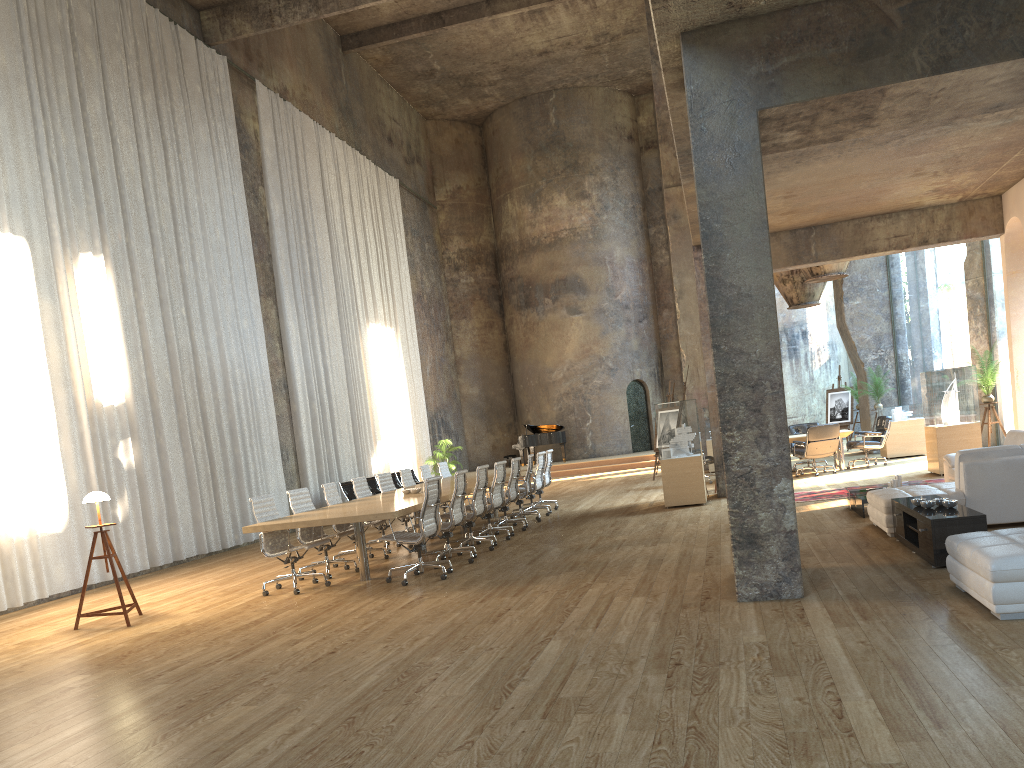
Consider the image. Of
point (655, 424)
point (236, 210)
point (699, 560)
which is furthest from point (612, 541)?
point (236, 210)

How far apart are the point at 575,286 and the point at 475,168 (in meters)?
5.73

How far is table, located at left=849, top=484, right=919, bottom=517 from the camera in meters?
9.5 m

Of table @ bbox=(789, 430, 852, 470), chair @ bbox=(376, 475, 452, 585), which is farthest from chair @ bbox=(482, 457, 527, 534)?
table @ bbox=(789, 430, 852, 470)

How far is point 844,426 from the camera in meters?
21.8

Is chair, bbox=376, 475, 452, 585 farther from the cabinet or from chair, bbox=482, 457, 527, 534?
the cabinet

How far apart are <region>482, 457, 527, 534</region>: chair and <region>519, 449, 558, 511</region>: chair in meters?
2.3 m

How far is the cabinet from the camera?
6.29m

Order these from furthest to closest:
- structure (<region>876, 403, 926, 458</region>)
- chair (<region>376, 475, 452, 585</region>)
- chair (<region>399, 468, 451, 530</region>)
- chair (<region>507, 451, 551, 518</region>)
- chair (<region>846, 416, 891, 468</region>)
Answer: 1. structure (<region>876, 403, 926, 458</region>)
2. chair (<region>846, 416, 891, 468</region>)
3. chair (<region>507, 451, 551, 518</region>)
4. chair (<region>399, 468, 451, 530</region>)
5. chair (<region>376, 475, 452, 585</region>)

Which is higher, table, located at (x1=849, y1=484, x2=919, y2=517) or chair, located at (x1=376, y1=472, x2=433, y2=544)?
chair, located at (x1=376, y1=472, x2=433, y2=544)
